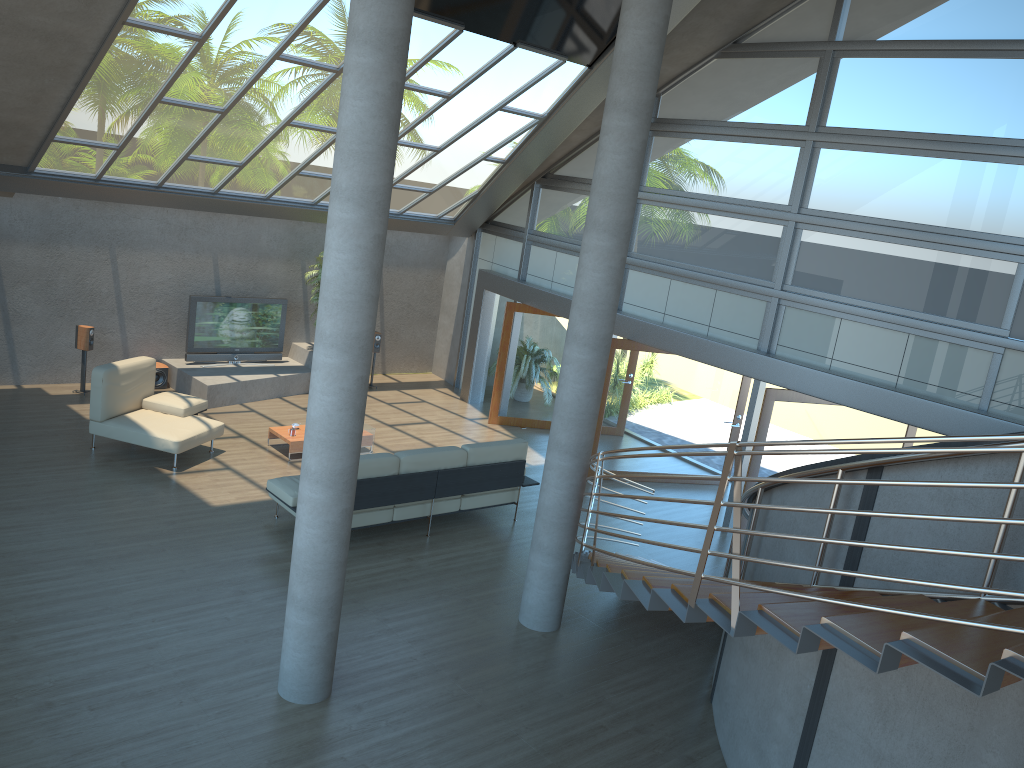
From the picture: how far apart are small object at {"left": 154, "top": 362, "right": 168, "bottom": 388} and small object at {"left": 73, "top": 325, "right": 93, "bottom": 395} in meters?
1.1

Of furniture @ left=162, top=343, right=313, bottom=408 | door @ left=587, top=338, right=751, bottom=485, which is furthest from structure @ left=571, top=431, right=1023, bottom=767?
furniture @ left=162, top=343, right=313, bottom=408

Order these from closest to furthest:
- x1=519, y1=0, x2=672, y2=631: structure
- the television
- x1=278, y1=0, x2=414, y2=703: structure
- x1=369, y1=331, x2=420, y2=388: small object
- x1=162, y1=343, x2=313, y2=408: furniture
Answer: x1=278, y1=0, x2=414, y2=703: structure, x1=519, y1=0, x2=672, y2=631: structure, x1=162, y1=343, x2=313, y2=408: furniture, the television, x1=369, y1=331, x2=420, y2=388: small object

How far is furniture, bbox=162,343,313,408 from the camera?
12.7 meters

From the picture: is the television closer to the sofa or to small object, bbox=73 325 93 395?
small object, bbox=73 325 93 395

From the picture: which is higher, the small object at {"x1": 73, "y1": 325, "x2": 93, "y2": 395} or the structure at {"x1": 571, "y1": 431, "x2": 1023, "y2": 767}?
the structure at {"x1": 571, "y1": 431, "x2": 1023, "y2": 767}

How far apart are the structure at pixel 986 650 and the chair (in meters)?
5.08

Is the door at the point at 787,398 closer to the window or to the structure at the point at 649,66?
the window

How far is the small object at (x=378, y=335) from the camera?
15.0m

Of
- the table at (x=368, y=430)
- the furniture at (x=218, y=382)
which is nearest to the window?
the furniture at (x=218, y=382)
